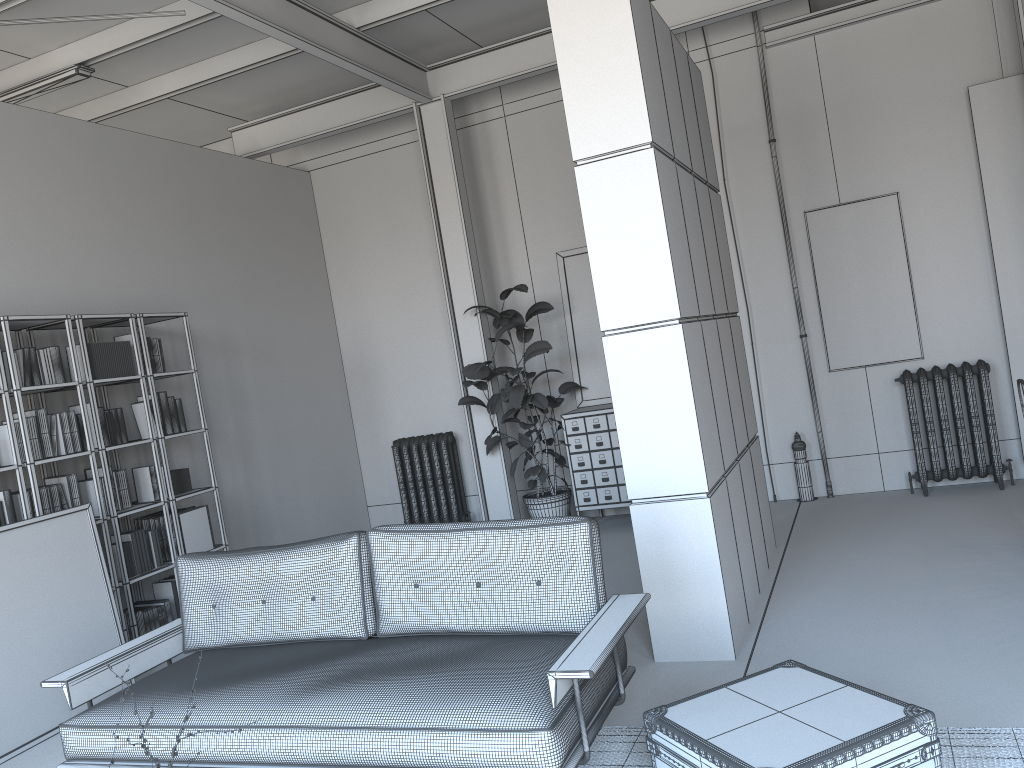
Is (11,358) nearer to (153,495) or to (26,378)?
(26,378)

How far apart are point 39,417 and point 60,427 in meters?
0.1 m

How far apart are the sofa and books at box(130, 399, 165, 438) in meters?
2.2

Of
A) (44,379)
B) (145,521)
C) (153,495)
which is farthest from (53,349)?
(145,521)

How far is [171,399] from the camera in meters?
6.2 m

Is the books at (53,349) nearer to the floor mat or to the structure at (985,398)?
the floor mat

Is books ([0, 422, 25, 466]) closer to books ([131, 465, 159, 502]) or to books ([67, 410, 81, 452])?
books ([67, 410, 81, 452])

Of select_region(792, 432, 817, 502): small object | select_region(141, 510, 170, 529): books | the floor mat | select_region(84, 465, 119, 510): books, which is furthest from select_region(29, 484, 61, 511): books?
select_region(792, 432, 817, 502): small object

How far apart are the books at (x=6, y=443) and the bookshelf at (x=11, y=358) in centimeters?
14cm

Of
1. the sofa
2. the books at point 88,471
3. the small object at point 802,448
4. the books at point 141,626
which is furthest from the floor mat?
the small object at point 802,448
